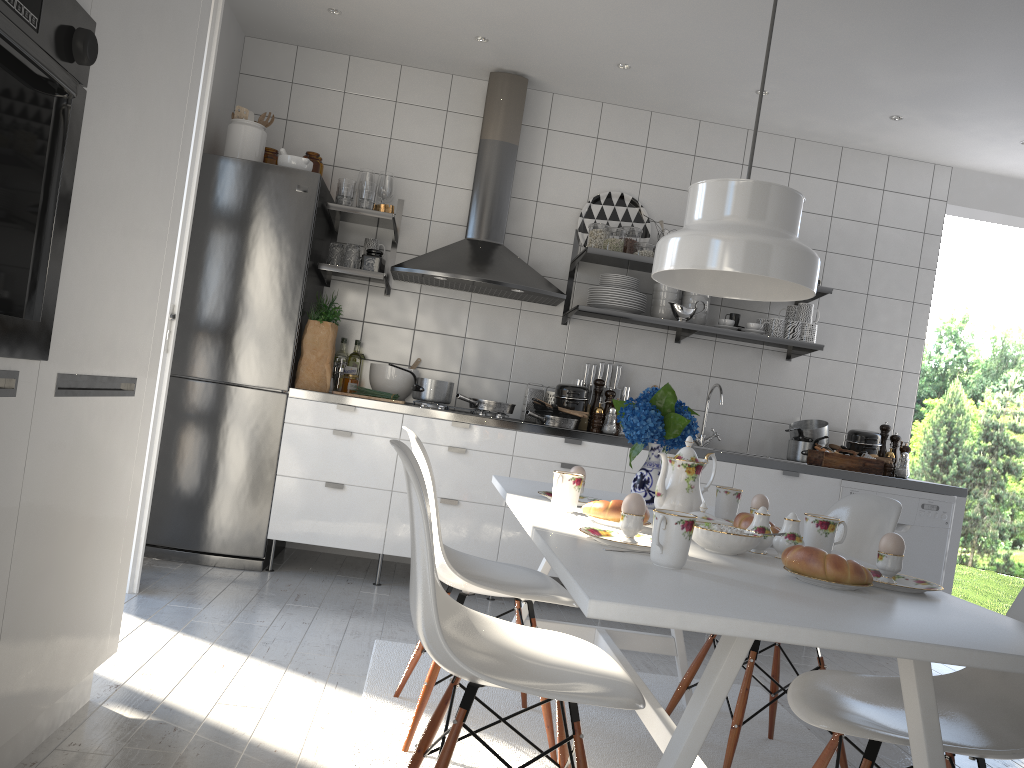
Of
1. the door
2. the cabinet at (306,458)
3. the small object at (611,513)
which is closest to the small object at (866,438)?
the cabinet at (306,458)

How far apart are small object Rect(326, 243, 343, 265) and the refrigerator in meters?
0.1 m

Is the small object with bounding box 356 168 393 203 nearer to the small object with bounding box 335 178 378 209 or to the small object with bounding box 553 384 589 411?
the small object with bounding box 335 178 378 209

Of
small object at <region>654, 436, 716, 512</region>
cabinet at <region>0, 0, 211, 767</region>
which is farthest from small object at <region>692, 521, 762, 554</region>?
cabinet at <region>0, 0, 211, 767</region>

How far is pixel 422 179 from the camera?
4.7m

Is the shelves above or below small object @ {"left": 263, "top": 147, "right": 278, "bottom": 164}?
below

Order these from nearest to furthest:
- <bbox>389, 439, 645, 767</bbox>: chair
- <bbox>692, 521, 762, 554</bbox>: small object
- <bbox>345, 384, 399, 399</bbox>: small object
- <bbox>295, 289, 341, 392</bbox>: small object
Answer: <bbox>389, 439, 645, 767</bbox>: chair < <bbox>692, 521, 762, 554</bbox>: small object < <bbox>295, 289, 341, 392</bbox>: small object < <bbox>345, 384, 399, 399</bbox>: small object

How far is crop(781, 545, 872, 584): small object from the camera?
1.5m

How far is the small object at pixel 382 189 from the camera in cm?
445

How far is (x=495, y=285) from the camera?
4.27m
